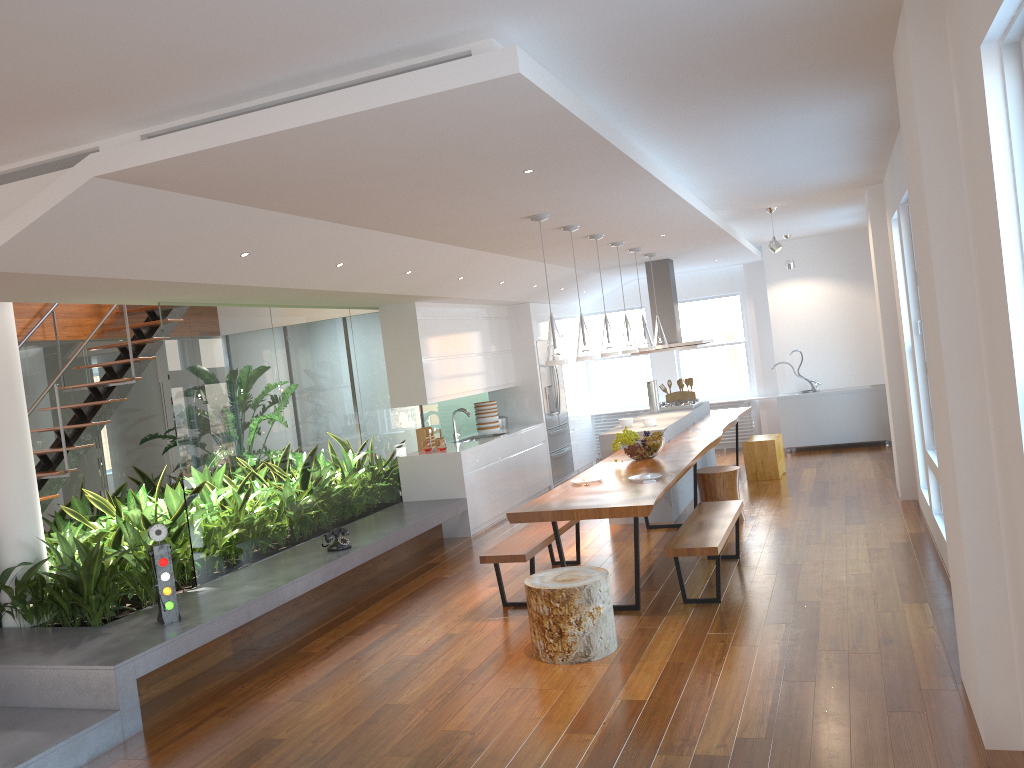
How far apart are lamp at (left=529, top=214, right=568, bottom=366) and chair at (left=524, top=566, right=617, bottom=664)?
1.4m

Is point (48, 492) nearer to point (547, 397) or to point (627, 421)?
point (627, 421)

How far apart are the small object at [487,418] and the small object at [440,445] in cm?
152

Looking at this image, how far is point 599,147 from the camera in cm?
407

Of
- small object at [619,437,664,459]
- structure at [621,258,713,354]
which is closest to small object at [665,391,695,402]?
structure at [621,258,713,354]

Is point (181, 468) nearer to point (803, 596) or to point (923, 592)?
point (803, 596)

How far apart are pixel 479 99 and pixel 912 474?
6.0m

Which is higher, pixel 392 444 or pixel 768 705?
pixel 392 444

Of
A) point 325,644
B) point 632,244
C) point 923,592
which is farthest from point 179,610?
point 632,244

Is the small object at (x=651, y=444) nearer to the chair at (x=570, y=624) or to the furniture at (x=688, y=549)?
the furniture at (x=688, y=549)
